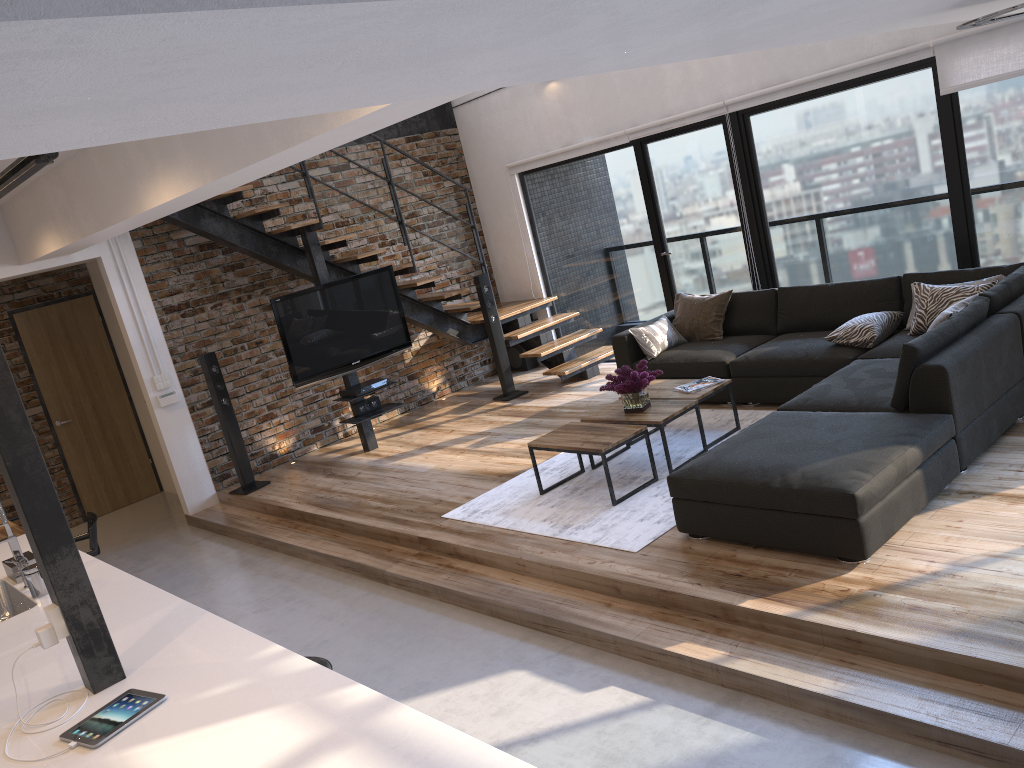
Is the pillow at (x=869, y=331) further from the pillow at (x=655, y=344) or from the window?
the pillow at (x=655, y=344)

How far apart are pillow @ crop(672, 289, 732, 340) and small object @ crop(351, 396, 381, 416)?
2.64m

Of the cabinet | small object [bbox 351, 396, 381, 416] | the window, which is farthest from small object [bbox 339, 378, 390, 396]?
the cabinet

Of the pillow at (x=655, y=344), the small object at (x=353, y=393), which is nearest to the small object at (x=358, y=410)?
the small object at (x=353, y=393)

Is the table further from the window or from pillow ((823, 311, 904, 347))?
the window

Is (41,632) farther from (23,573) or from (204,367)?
(204,367)

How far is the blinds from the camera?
5.6m

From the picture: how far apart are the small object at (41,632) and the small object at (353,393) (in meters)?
4.80

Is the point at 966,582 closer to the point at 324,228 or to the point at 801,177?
the point at 801,177

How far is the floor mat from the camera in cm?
476
